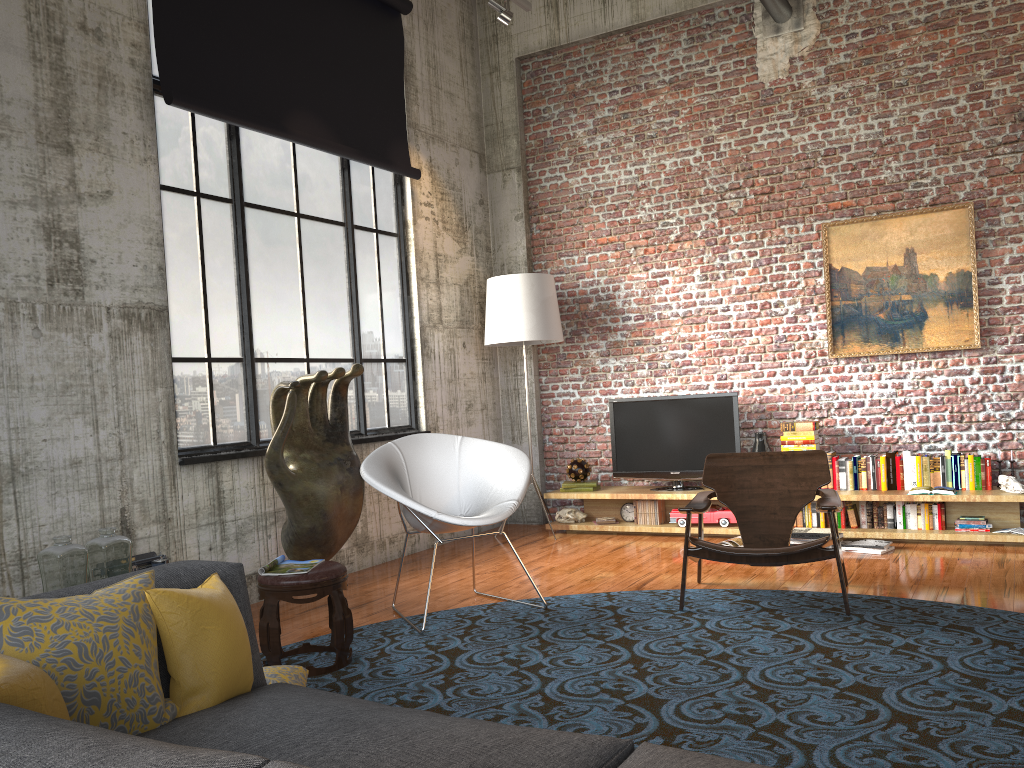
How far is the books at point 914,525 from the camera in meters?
6.4 m

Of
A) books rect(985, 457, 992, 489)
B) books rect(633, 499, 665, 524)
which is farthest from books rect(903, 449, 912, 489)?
books rect(633, 499, 665, 524)

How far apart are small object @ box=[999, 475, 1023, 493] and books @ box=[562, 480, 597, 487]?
3.1m

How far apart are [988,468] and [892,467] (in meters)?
0.63

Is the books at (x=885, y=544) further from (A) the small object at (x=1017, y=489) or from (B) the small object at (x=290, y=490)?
(B) the small object at (x=290, y=490)

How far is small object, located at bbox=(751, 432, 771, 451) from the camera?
7.1 meters

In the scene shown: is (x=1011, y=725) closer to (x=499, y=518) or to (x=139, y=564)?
(x=499, y=518)

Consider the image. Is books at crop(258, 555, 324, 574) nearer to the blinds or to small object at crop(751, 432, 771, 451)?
the blinds

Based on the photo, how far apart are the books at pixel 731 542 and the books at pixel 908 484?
1.3 meters

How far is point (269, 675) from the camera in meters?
3.4 m
